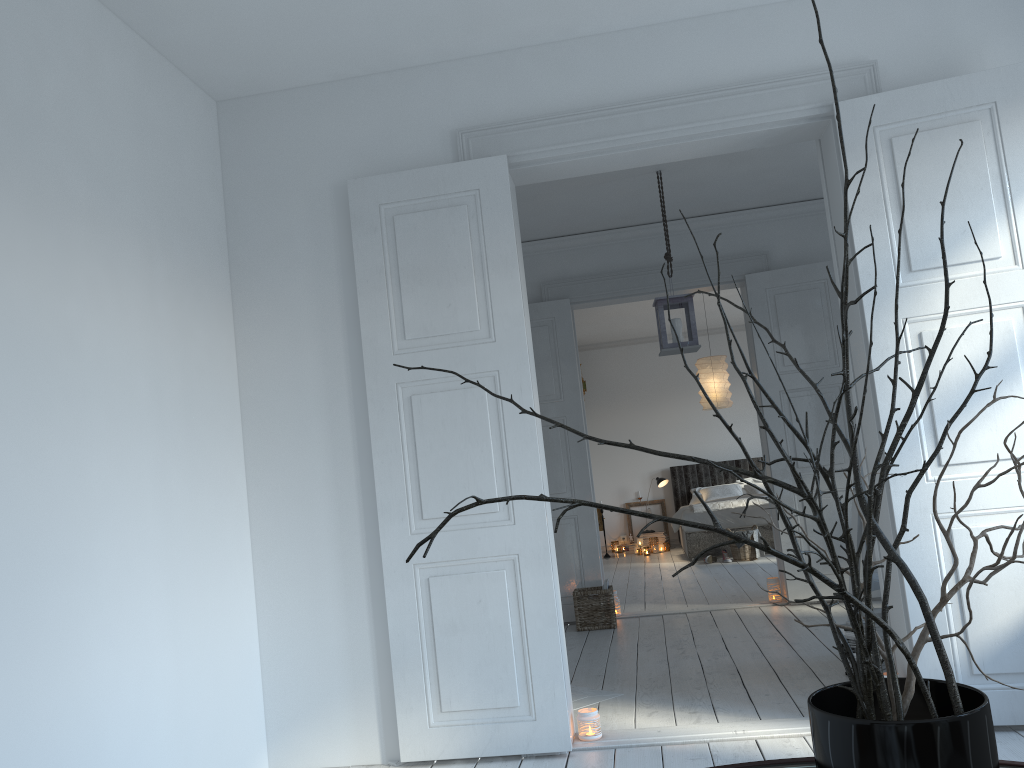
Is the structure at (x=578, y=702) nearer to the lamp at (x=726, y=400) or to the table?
the table

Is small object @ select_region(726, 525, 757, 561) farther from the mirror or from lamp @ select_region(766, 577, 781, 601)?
the mirror

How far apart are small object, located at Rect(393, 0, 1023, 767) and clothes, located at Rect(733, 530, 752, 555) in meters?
8.3 m

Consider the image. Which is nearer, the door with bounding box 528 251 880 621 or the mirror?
the mirror

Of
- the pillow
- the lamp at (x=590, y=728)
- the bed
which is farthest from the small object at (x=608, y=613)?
the pillow

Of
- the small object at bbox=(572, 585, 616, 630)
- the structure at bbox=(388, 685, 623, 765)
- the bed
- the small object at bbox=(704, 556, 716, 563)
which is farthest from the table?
the bed

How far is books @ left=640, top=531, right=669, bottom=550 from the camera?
11.32m

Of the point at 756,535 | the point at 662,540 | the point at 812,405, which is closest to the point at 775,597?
the point at 812,405

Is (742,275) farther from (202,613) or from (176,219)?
(202,613)

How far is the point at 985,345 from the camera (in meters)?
3.18
